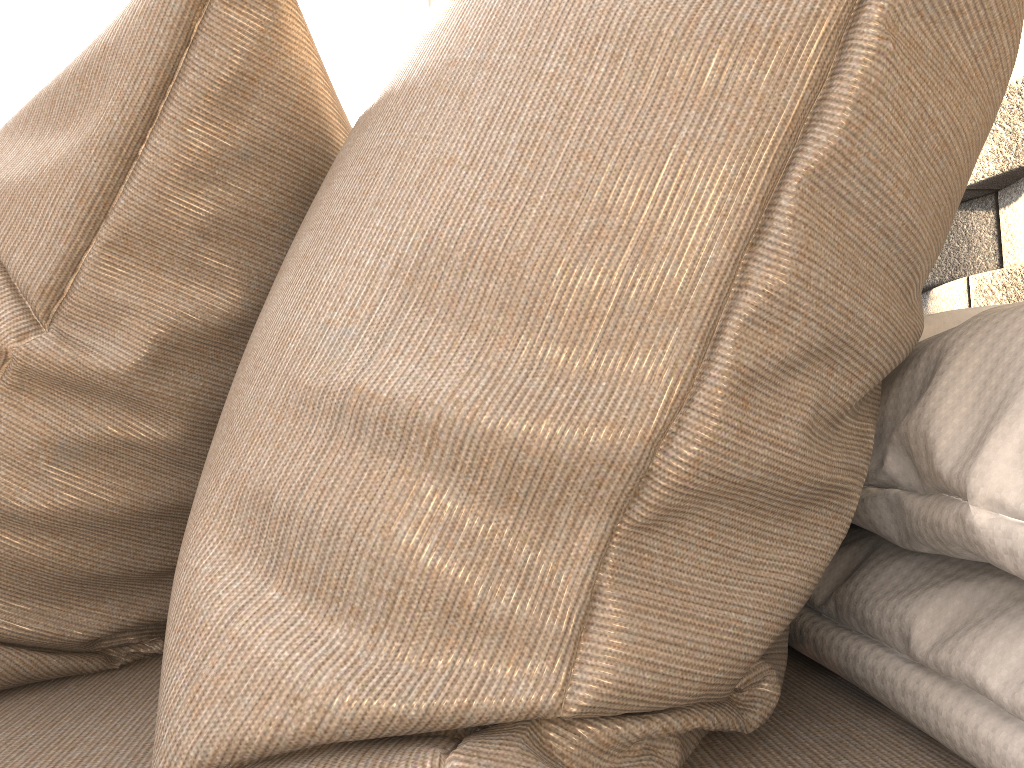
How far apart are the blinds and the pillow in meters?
2.9

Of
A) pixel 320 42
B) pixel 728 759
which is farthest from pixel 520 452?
pixel 320 42

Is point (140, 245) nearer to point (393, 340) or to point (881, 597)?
point (393, 340)

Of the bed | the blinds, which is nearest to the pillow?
the bed

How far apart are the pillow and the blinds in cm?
289

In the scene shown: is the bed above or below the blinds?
below

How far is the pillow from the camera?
0.3 meters

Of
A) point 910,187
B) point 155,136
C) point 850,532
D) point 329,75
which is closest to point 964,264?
point 850,532

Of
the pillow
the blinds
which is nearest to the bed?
the pillow

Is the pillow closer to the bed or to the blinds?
the bed
